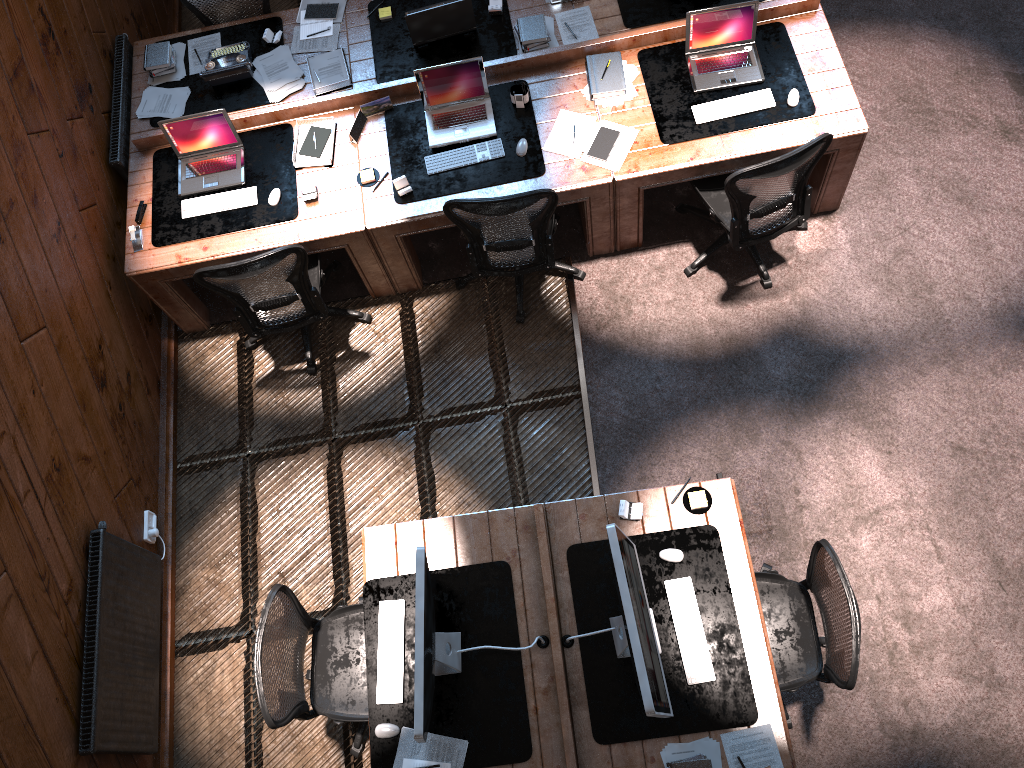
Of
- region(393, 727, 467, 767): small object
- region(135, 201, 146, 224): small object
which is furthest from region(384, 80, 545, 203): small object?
region(393, 727, 467, 767): small object

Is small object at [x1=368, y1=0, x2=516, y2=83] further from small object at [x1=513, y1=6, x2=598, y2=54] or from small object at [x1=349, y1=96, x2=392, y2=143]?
small object at [x1=349, y1=96, x2=392, y2=143]

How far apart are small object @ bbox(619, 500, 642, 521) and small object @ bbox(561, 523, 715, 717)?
0.19m

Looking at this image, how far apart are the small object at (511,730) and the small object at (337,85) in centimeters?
292cm

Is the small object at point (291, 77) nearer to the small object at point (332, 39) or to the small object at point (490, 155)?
the small object at point (332, 39)

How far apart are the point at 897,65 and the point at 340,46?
3.5m

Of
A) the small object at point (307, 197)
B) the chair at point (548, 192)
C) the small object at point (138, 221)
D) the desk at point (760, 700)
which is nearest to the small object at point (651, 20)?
the chair at point (548, 192)

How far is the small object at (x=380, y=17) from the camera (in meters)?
5.40

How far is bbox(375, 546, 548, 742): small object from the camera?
3.3 meters

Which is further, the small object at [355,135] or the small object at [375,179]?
Result: the small object at [355,135]
